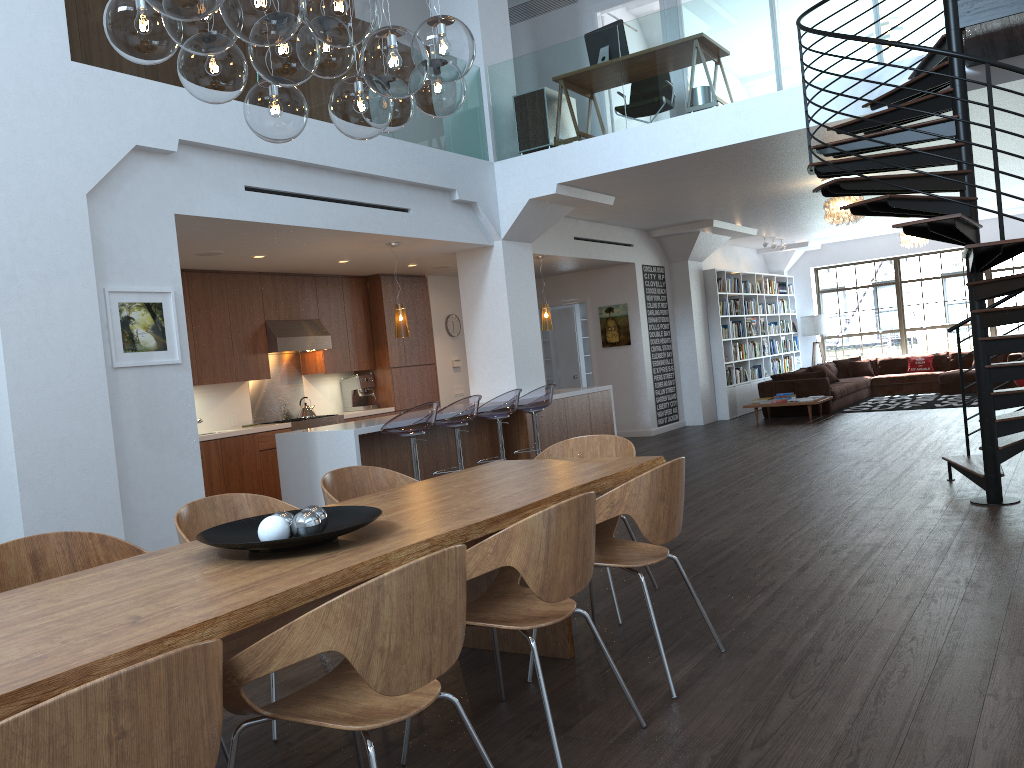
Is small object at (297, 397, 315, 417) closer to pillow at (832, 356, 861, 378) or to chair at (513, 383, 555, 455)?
chair at (513, 383, 555, 455)

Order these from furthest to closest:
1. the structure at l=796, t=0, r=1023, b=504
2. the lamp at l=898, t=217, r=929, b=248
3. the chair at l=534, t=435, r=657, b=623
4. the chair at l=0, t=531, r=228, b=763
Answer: the lamp at l=898, t=217, r=929, b=248, the structure at l=796, t=0, r=1023, b=504, the chair at l=534, t=435, r=657, b=623, the chair at l=0, t=531, r=228, b=763

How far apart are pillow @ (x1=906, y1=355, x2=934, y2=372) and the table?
13.50m

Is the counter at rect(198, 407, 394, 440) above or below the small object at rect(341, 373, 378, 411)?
below

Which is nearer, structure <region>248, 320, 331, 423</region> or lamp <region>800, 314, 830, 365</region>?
structure <region>248, 320, 331, 423</region>

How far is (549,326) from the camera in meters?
10.7

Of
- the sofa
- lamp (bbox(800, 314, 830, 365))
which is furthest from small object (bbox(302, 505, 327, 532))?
lamp (bbox(800, 314, 830, 365))

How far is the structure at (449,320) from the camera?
11.8 meters

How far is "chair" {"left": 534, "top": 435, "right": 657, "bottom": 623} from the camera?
4.6m

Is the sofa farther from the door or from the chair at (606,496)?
the chair at (606,496)
